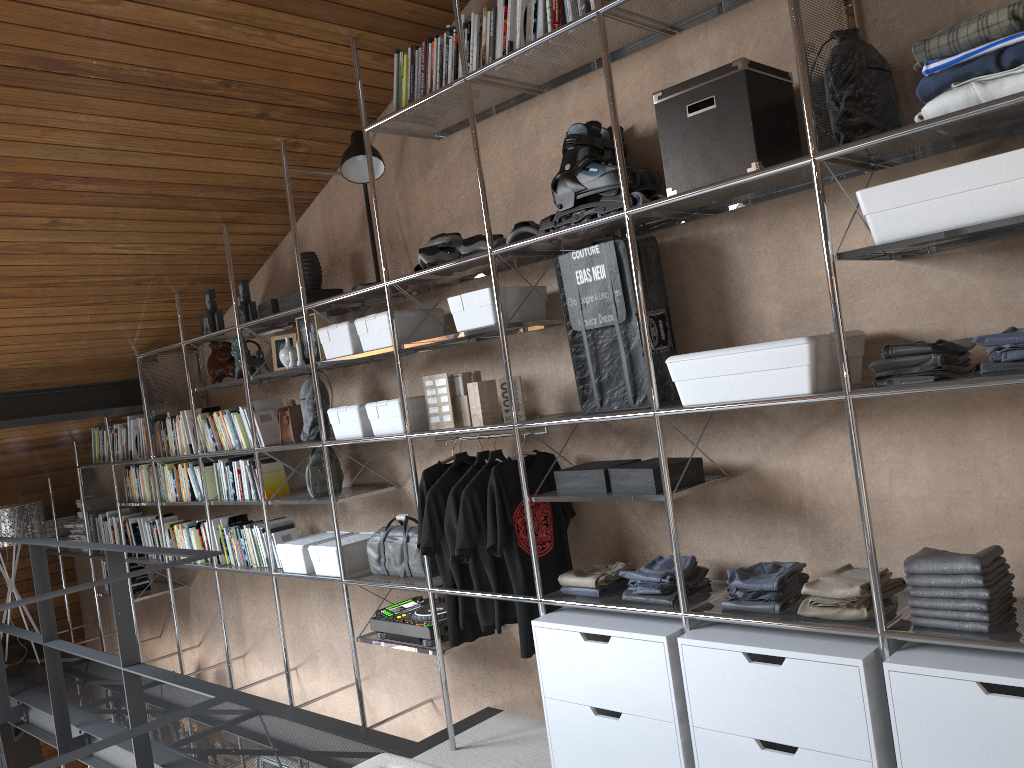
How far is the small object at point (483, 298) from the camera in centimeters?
298cm

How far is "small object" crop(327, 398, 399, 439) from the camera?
3.54m

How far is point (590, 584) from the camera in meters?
2.8

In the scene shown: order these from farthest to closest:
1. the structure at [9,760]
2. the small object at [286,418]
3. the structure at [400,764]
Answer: the structure at [9,760]
the small object at [286,418]
the structure at [400,764]

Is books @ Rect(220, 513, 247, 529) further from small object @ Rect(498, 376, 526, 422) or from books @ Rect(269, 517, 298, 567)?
small object @ Rect(498, 376, 526, 422)

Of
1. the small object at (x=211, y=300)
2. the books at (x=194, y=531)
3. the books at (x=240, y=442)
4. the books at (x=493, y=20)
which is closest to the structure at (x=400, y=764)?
the books at (x=493, y=20)

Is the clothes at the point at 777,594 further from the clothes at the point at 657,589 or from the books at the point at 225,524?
the books at the point at 225,524

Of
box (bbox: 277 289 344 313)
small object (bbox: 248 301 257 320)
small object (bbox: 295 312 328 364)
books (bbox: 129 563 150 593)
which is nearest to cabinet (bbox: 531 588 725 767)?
small object (bbox: 295 312 328 364)

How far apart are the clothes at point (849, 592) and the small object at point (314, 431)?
2.2m

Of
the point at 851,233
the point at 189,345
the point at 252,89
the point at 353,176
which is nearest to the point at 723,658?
the point at 851,233
